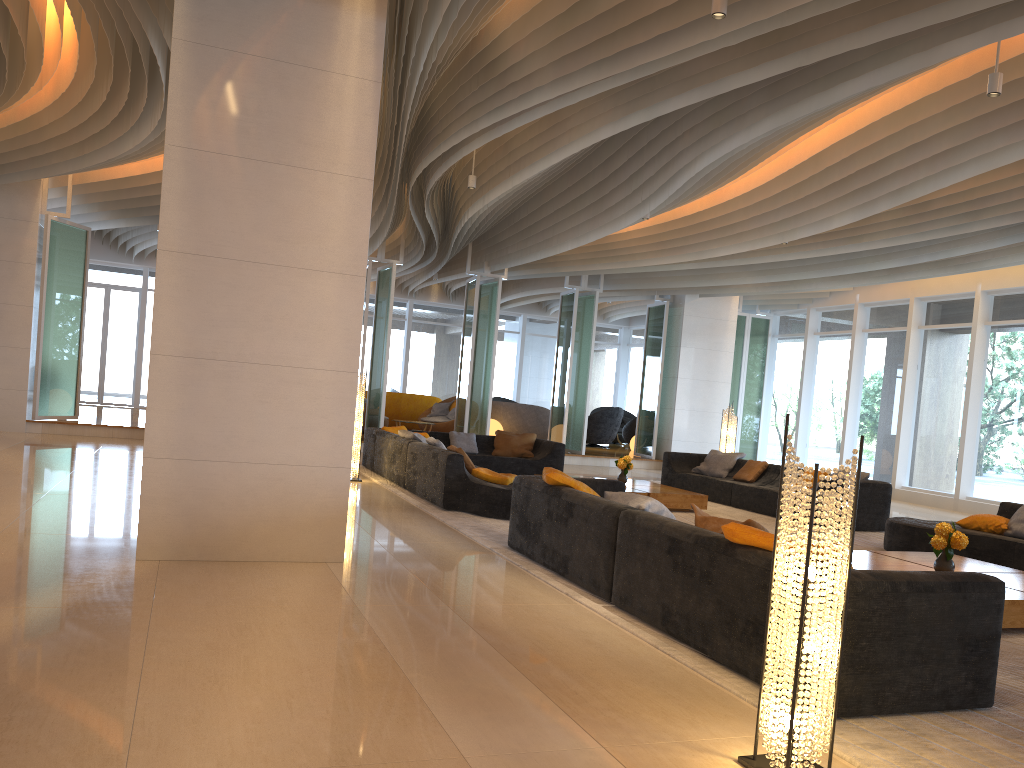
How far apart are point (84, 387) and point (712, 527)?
19.8 meters

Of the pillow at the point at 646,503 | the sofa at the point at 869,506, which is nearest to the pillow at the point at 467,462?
the pillow at the point at 646,503

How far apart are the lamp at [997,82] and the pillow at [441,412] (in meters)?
14.74

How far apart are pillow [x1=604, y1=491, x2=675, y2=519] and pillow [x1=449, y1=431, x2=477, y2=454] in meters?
7.3

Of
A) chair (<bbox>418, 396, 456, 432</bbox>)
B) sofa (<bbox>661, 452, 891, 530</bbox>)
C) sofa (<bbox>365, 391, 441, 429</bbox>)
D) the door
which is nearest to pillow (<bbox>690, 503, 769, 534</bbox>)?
sofa (<bbox>661, 452, 891, 530</bbox>)

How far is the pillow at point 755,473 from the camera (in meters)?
12.00

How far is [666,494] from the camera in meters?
10.3

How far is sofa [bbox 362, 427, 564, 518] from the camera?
8.5m

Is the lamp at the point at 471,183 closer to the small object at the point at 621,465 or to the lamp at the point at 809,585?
the small object at the point at 621,465

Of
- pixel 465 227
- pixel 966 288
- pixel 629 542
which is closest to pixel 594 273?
pixel 465 227
